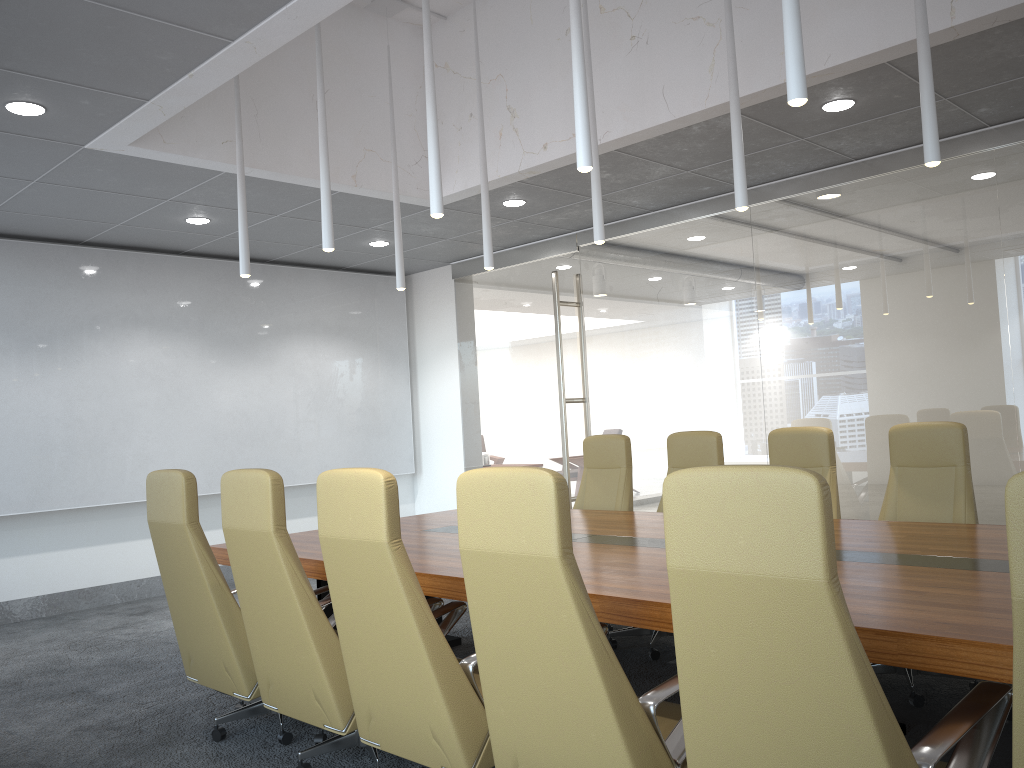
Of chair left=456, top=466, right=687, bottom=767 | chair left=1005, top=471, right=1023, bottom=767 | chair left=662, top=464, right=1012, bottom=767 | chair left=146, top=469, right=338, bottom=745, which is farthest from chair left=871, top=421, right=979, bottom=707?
chair left=146, top=469, right=338, bottom=745

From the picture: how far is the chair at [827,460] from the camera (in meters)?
5.59

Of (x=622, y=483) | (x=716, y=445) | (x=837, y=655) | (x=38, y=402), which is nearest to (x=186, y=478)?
(x=837, y=655)

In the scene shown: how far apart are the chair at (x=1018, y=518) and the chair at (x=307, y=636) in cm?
264

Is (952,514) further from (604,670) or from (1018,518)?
(1018,518)

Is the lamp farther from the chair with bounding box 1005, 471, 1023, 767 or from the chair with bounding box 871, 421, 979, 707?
the chair with bounding box 1005, 471, 1023, 767

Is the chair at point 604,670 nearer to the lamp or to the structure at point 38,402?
the lamp

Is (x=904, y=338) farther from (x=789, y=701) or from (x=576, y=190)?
(x=789, y=701)

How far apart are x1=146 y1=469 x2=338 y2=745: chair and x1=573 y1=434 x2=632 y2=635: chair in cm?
290

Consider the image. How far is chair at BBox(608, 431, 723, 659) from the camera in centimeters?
616cm
